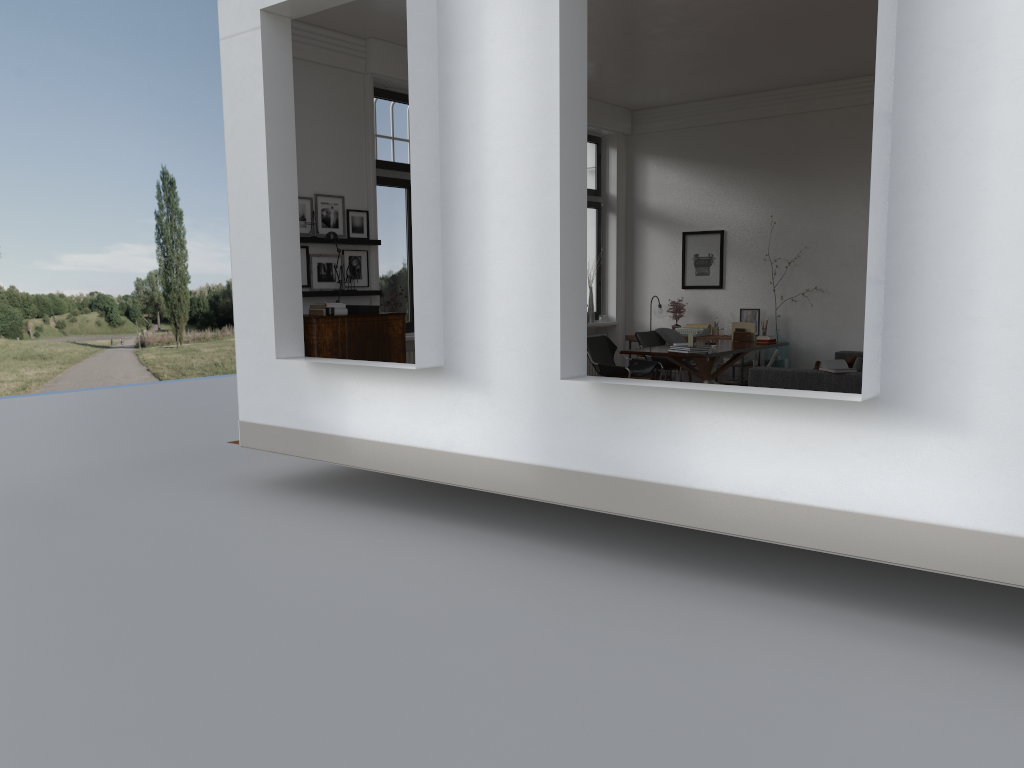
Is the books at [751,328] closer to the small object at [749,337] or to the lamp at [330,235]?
the small object at [749,337]

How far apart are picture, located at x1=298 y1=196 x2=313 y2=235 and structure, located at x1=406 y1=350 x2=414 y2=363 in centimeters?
204cm

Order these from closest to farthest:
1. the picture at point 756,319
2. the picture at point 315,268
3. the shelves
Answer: the shelves < the picture at point 315,268 < the picture at point 756,319

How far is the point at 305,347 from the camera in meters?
8.2

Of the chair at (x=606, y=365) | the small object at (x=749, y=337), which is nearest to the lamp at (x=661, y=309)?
the small object at (x=749, y=337)

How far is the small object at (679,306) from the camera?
12.7m

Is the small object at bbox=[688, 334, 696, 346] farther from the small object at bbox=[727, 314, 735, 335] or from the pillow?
the small object at bbox=[727, 314, 735, 335]

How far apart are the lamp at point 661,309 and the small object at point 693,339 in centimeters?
341cm

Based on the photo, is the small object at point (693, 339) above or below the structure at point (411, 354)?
above

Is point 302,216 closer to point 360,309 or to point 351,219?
point 351,219
